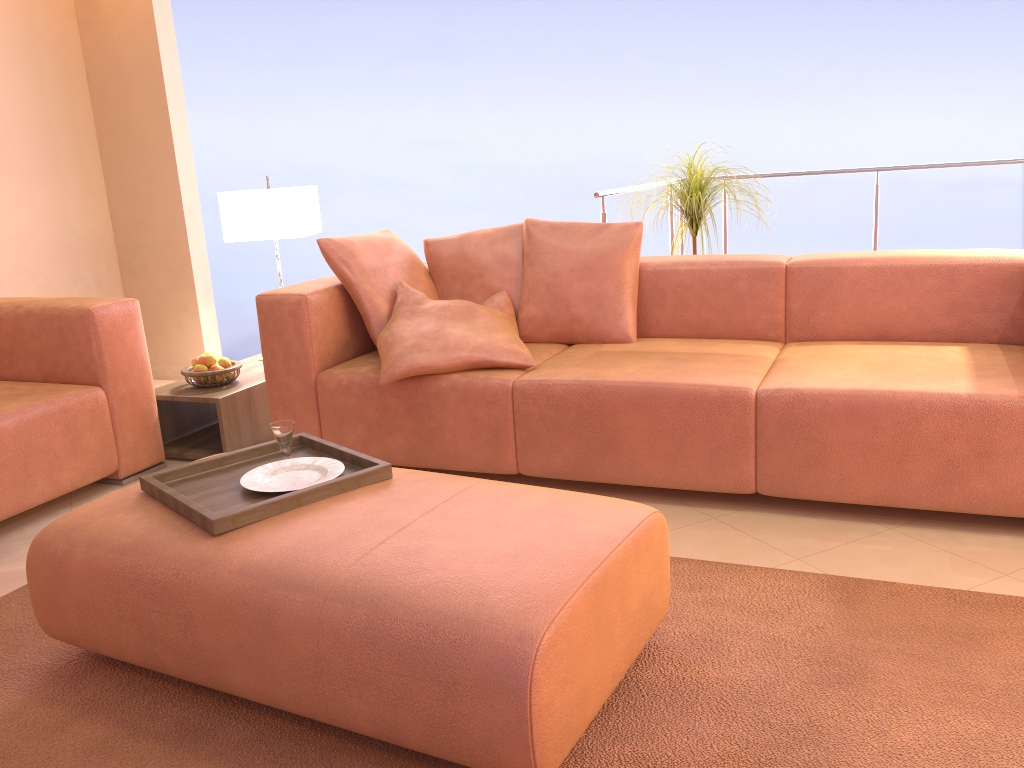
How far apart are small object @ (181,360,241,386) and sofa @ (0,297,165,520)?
0.2m

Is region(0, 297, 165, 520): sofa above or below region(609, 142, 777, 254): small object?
below

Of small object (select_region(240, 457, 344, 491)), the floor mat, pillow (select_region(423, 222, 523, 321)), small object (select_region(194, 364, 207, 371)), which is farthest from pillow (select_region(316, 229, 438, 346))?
the floor mat

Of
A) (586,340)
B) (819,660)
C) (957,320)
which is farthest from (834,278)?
(819,660)

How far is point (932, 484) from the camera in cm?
237

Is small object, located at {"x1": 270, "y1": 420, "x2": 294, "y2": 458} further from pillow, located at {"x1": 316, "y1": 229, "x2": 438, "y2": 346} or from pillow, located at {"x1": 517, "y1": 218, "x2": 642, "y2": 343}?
pillow, located at {"x1": 517, "y1": 218, "x2": 642, "y2": 343}

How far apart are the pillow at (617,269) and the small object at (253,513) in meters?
1.2

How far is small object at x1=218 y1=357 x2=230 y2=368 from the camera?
3.5m

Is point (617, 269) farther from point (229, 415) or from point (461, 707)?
point (461, 707)

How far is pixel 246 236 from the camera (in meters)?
3.78
